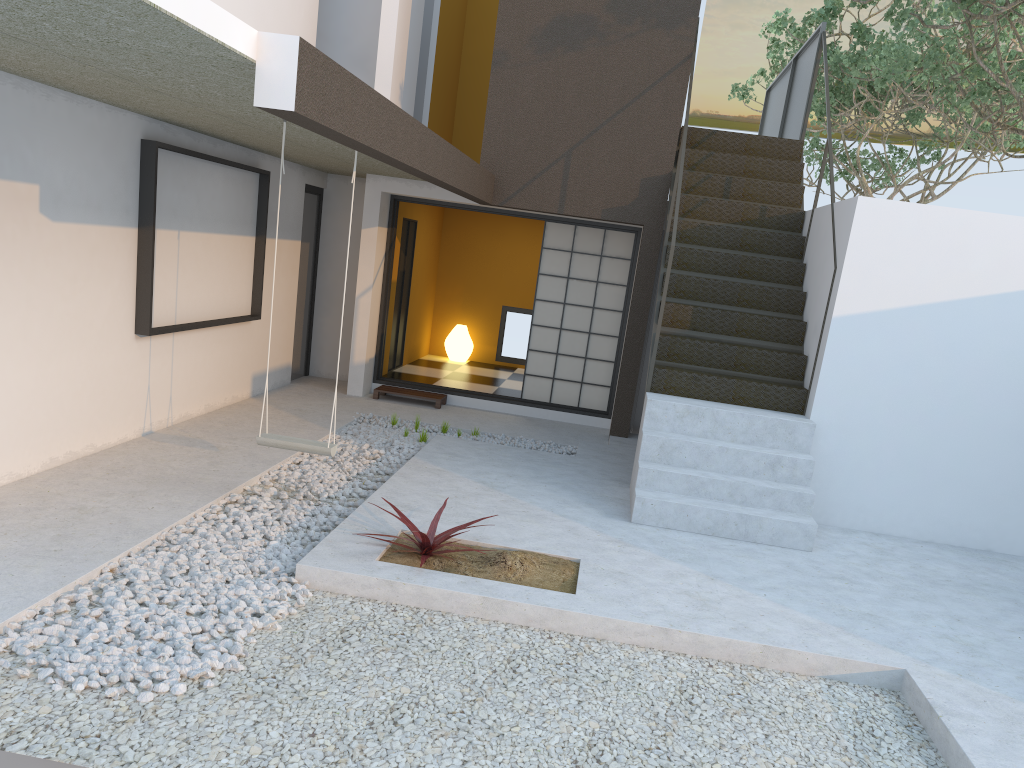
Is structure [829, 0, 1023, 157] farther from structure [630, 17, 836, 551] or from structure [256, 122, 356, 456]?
structure [256, 122, 356, 456]

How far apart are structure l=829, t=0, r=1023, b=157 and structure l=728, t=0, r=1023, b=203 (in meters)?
0.56

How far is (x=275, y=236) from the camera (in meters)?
8.42

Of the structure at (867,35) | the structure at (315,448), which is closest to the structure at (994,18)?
the structure at (867,35)

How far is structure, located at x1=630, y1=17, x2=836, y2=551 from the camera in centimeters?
573cm

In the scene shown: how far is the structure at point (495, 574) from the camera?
4.45m

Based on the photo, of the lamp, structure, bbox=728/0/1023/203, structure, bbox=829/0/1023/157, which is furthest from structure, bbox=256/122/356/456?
structure, bbox=728/0/1023/203

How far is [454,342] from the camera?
11.7m

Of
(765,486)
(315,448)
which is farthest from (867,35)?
(315,448)

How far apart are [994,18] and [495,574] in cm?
660
